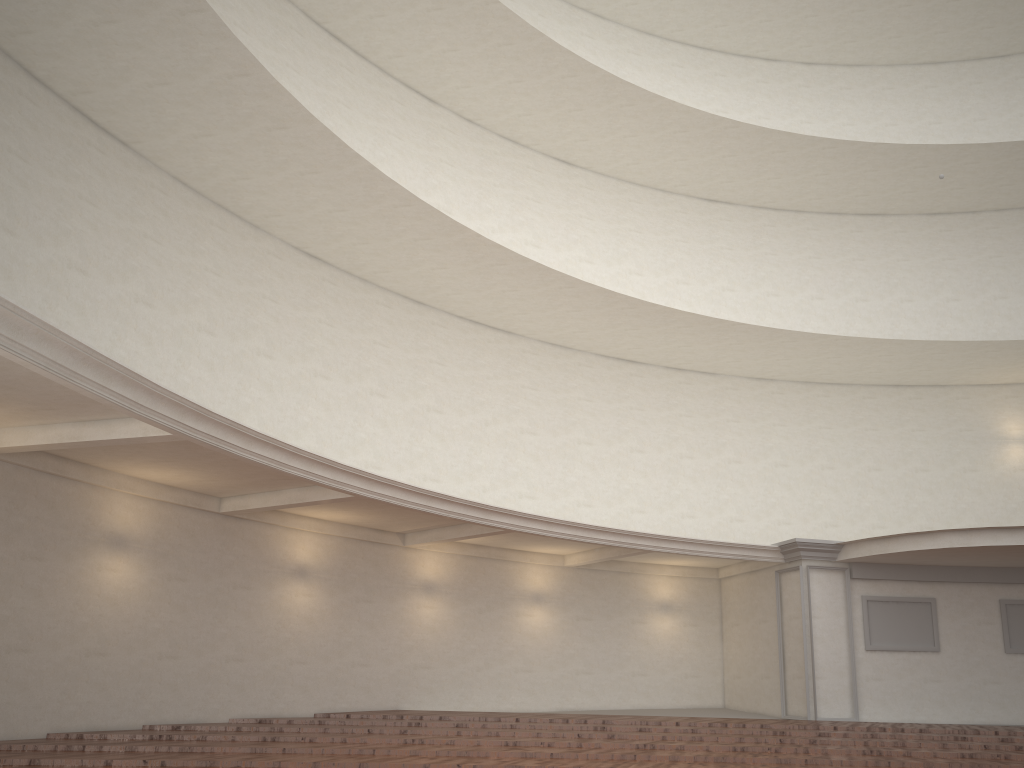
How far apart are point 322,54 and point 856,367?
12.3 meters

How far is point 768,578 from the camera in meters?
16.0
